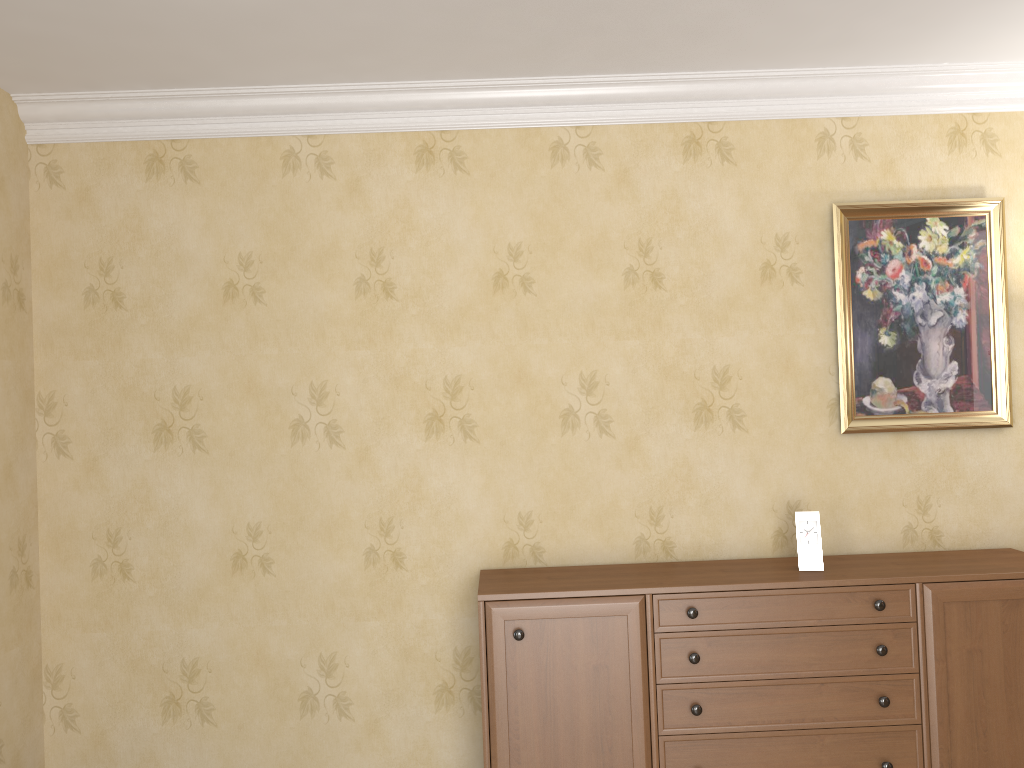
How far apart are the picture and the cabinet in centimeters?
46cm

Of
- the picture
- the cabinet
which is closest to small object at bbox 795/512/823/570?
the cabinet

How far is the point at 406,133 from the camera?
3.3 meters

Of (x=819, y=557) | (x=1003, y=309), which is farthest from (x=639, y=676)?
(x=1003, y=309)

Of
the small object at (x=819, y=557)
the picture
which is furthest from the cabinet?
the picture

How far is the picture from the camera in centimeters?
329cm

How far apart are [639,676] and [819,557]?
0.75m

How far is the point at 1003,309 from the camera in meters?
3.3 m

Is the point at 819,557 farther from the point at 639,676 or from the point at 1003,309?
the point at 1003,309

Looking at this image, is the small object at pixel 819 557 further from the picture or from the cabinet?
the picture
